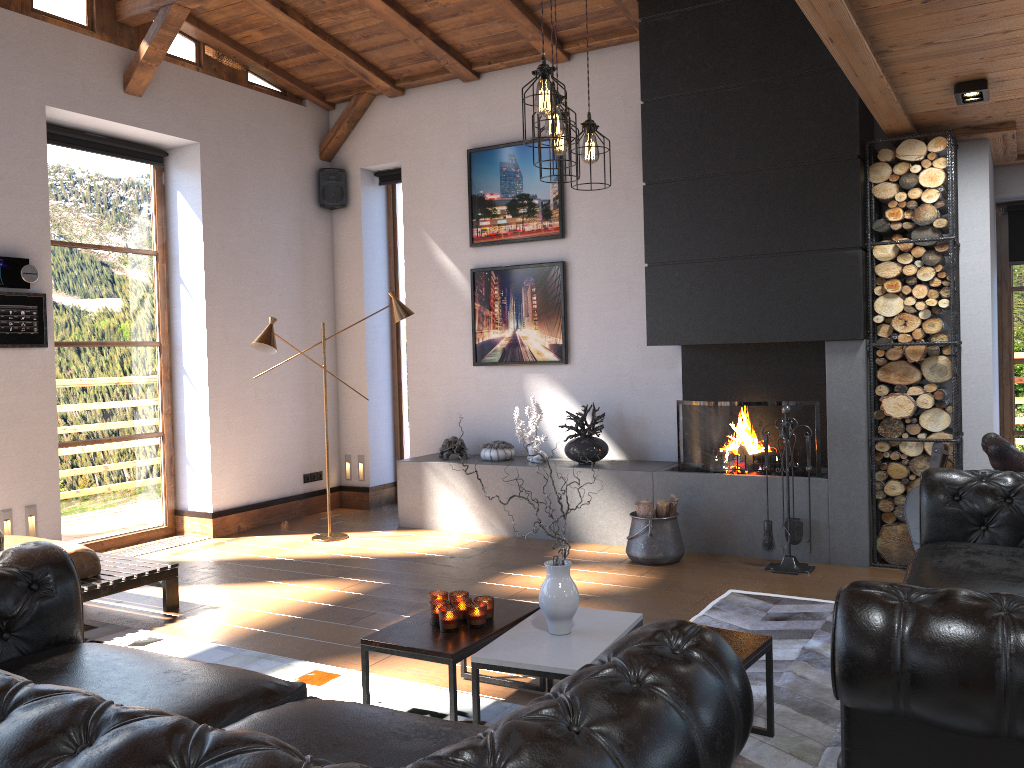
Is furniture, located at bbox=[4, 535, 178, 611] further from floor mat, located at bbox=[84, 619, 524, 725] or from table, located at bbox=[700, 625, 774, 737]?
table, located at bbox=[700, 625, 774, 737]

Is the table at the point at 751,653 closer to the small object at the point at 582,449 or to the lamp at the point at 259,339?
the small object at the point at 582,449

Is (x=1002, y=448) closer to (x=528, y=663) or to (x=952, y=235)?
(x=952, y=235)

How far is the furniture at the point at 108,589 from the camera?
4.62m

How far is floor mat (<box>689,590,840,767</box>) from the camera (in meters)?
2.97

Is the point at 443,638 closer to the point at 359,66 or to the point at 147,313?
the point at 147,313

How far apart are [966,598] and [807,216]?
3.85m

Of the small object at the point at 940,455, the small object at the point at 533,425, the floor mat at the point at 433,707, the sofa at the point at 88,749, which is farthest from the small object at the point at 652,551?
the sofa at the point at 88,749

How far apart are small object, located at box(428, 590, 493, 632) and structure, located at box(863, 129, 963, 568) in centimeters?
306cm

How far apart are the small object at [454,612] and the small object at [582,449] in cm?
308
